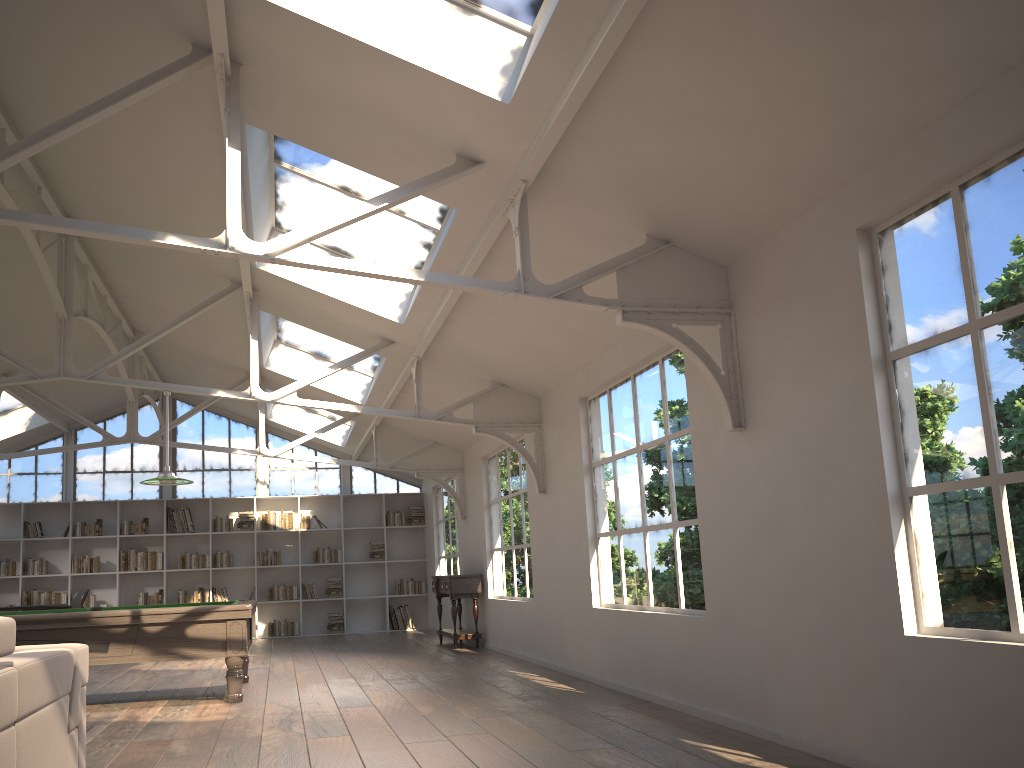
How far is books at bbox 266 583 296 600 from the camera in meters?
14.3

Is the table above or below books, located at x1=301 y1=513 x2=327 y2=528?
below

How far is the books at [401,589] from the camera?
14.77m

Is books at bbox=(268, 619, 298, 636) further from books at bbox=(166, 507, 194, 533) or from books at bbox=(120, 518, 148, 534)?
books at bbox=(120, 518, 148, 534)

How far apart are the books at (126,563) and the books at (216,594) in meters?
1.0

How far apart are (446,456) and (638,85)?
8.6m

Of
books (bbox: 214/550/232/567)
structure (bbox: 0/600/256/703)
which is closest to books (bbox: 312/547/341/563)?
books (bbox: 214/550/232/567)

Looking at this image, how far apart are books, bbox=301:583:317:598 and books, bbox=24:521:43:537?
4.1 meters

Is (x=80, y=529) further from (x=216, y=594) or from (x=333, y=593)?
(x=333, y=593)

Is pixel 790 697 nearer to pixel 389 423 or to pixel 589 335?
pixel 589 335
